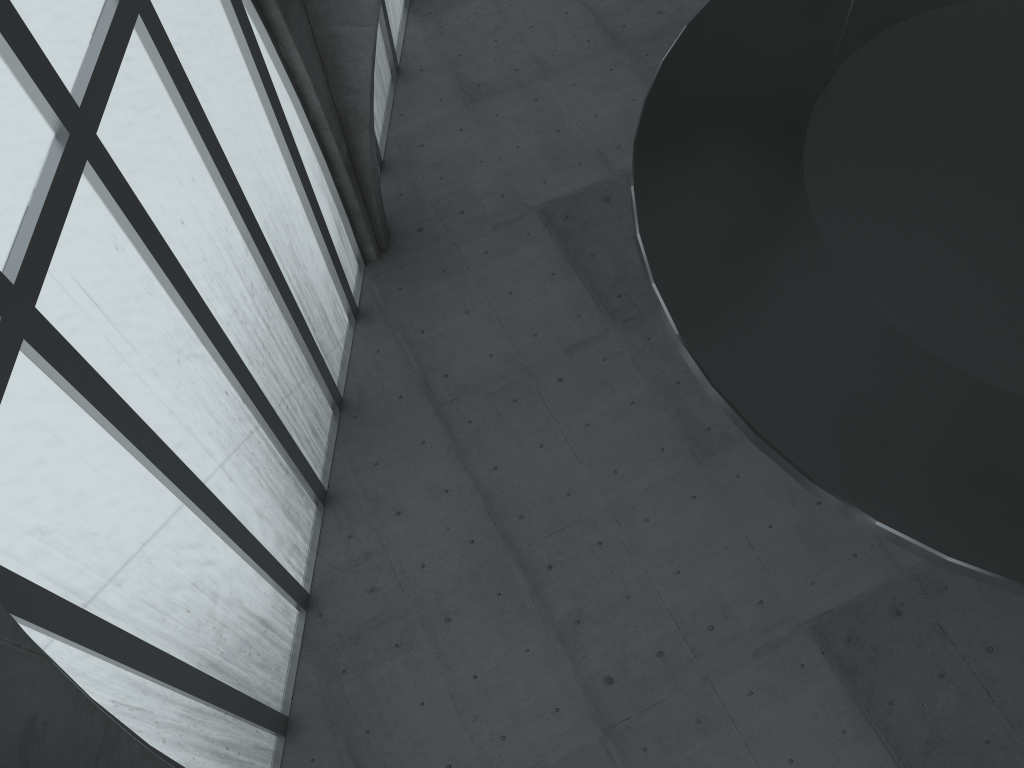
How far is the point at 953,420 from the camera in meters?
8.9 m

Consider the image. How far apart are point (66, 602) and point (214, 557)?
5.7 meters
